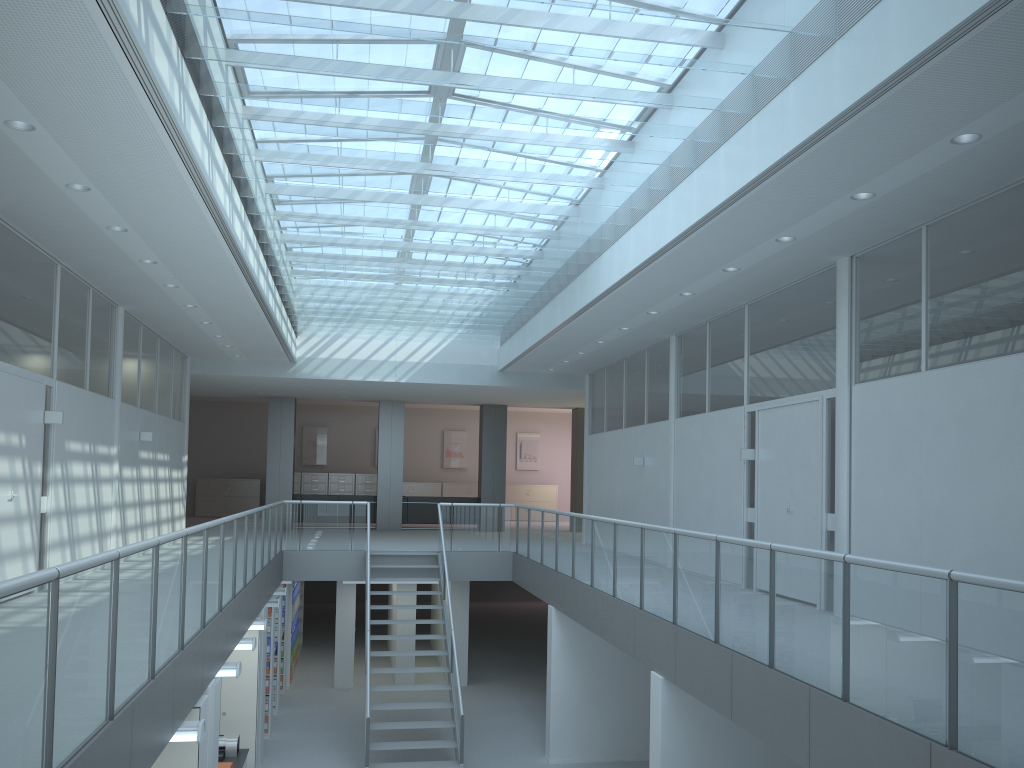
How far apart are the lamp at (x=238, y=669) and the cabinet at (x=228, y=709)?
2.6m

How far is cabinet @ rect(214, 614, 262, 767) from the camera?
9.5m

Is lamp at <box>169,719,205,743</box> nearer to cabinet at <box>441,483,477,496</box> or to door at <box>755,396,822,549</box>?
door at <box>755,396,822,549</box>

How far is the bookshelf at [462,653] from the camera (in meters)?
14.42

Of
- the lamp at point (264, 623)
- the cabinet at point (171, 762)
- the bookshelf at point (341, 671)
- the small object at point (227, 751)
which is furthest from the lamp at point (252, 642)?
the bookshelf at point (341, 671)

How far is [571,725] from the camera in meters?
10.5 m

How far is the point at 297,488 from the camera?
23.6 meters

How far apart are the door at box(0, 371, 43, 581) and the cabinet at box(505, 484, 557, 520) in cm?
1757

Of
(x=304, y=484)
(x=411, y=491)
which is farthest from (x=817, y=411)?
(x=304, y=484)

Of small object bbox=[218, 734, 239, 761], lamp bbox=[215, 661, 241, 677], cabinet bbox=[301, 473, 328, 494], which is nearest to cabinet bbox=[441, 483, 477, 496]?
cabinet bbox=[301, 473, 328, 494]
